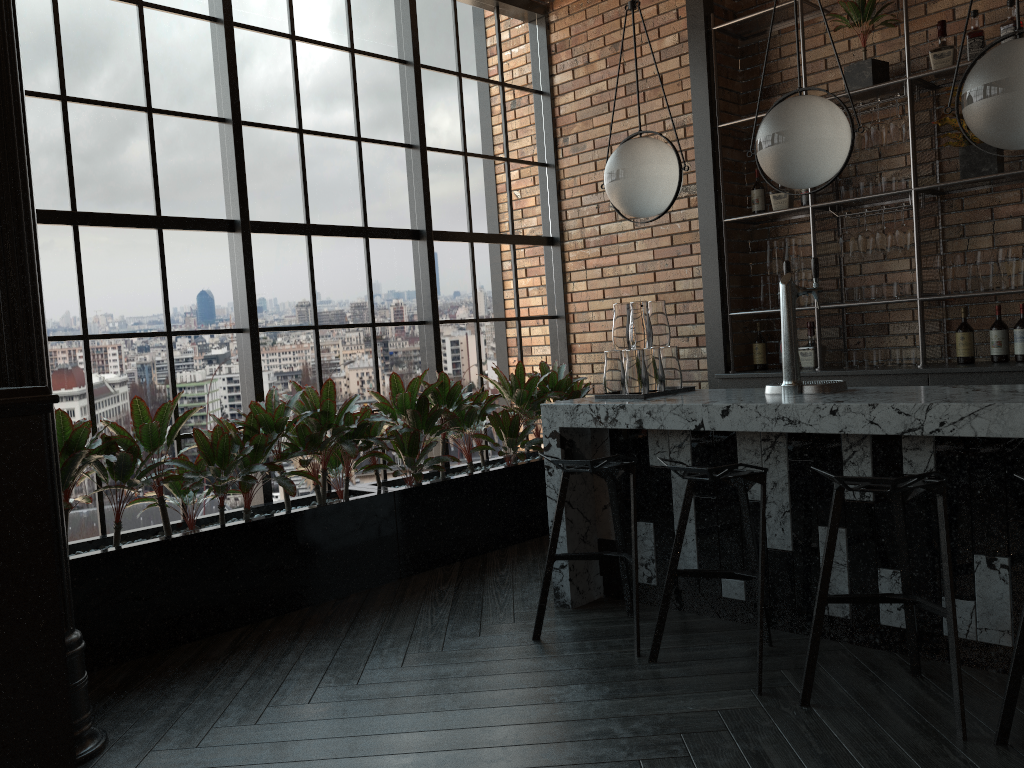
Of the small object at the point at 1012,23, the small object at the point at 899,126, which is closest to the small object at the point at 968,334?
the small object at the point at 899,126

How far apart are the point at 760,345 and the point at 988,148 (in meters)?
1.64

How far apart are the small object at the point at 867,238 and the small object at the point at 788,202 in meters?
0.5

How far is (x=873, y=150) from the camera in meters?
4.9 m

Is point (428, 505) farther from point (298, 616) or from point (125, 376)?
point (125, 376)

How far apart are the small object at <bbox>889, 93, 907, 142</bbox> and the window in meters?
2.3 m

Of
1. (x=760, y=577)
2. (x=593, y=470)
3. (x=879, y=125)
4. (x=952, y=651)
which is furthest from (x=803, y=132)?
(x=879, y=125)

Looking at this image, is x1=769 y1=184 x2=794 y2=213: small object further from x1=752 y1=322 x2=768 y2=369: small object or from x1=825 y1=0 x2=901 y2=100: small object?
x1=752 y1=322 x2=768 y2=369: small object

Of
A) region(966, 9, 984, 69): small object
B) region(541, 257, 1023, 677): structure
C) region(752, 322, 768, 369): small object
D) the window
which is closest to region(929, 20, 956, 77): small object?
region(966, 9, 984, 69): small object

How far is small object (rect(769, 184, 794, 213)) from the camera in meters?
5.2
